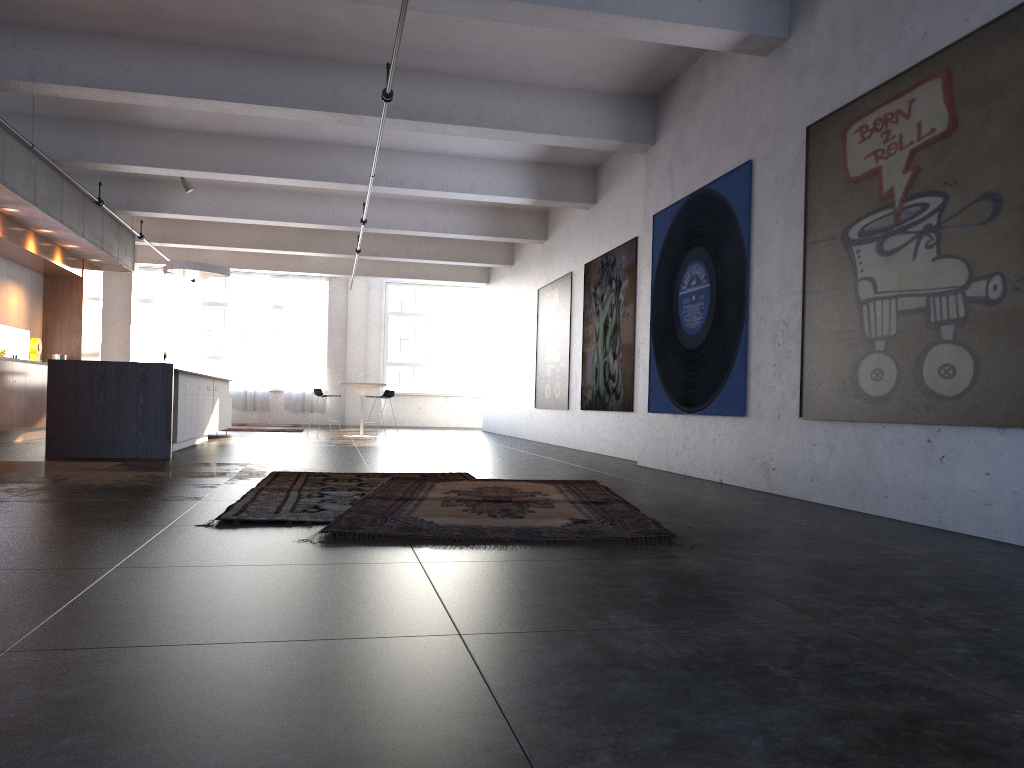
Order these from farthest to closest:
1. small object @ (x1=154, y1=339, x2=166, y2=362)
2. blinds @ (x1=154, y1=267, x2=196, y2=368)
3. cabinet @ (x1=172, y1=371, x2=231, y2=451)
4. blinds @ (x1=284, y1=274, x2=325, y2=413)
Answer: blinds @ (x1=284, y1=274, x2=325, y2=413), blinds @ (x1=154, y1=267, x2=196, y2=368), small object @ (x1=154, y1=339, x2=166, y2=362), cabinet @ (x1=172, y1=371, x2=231, y2=451)

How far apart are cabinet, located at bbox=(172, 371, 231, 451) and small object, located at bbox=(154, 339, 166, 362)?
5.51m

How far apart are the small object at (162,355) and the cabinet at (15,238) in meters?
4.9

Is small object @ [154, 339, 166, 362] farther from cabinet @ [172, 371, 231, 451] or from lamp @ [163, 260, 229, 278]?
cabinet @ [172, 371, 231, 451]

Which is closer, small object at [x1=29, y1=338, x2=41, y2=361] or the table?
small object at [x1=29, y1=338, x2=41, y2=361]

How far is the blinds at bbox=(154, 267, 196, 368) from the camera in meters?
22.0

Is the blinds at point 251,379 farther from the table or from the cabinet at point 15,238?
the table

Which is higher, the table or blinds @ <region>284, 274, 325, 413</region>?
blinds @ <region>284, 274, 325, 413</region>

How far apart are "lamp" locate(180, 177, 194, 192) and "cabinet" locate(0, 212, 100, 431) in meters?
2.0 m

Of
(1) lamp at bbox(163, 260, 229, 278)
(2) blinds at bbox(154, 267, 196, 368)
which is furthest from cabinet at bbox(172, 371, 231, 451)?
(2) blinds at bbox(154, 267, 196, 368)
